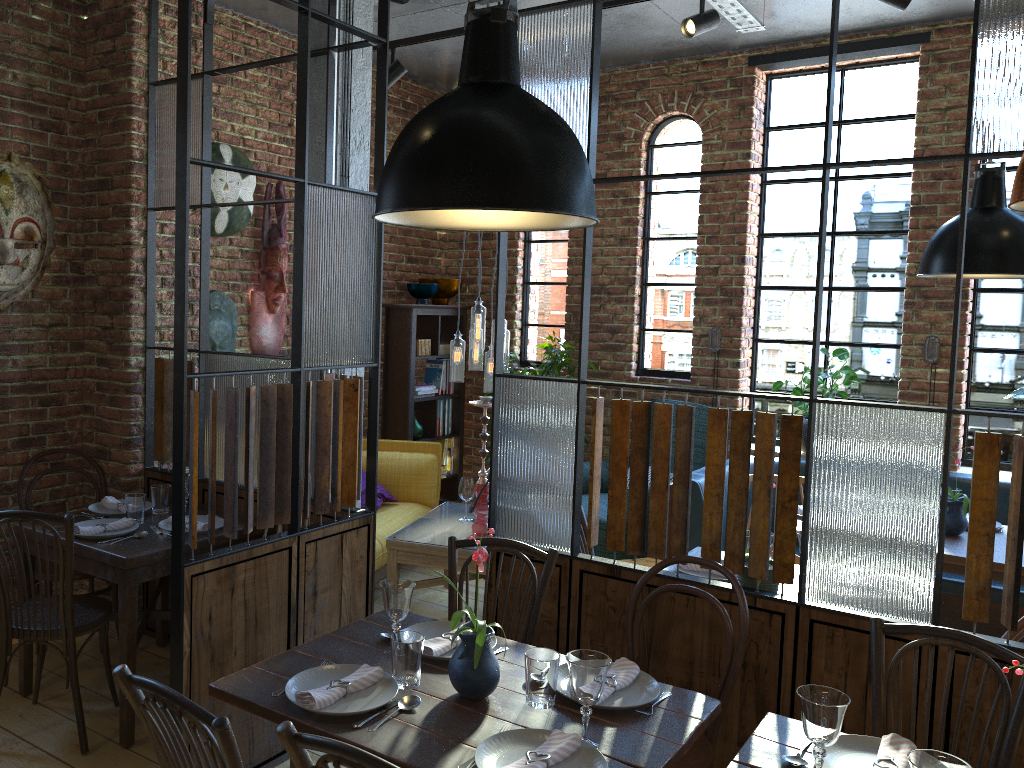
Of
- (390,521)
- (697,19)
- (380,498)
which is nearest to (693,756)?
(390,521)

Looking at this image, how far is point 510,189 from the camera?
1.8 meters

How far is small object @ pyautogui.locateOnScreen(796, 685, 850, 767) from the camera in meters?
1.8

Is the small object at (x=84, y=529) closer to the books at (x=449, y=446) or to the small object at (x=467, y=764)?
the small object at (x=467, y=764)

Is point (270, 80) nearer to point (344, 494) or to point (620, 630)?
point (344, 494)

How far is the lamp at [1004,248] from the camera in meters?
3.9 m

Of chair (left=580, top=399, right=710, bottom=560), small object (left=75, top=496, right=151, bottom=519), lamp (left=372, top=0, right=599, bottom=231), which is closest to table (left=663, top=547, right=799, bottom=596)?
chair (left=580, top=399, right=710, bottom=560)

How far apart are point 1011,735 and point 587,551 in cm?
172

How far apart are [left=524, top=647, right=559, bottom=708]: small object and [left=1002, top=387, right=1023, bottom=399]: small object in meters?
3.9

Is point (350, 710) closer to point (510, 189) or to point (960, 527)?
point (510, 189)
